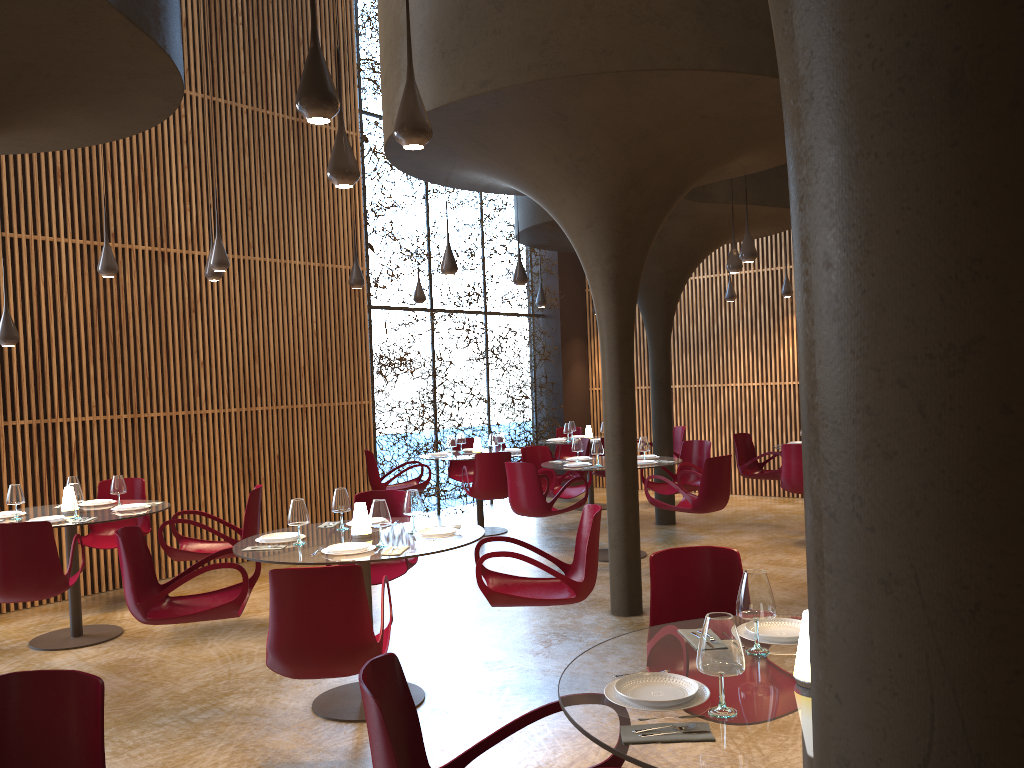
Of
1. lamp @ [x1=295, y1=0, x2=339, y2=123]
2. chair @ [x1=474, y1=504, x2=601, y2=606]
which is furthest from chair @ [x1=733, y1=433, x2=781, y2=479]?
lamp @ [x1=295, y1=0, x2=339, y2=123]

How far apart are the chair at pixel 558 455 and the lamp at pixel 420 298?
3.9m

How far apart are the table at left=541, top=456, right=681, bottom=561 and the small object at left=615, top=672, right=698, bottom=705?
7.39m

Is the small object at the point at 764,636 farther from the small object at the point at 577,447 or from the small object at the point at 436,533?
the small object at the point at 577,447

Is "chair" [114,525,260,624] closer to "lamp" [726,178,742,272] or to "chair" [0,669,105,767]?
"chair" [0,669,105,767]

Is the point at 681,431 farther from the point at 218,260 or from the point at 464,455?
the point at 218,260

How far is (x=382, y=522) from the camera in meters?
5.6

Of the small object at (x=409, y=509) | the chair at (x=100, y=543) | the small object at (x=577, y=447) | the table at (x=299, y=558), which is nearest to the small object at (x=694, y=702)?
the table at (x=299, y=558)

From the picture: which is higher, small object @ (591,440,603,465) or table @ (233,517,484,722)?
small object @ (591,440,603,465)

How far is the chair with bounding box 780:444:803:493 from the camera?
10.4m
